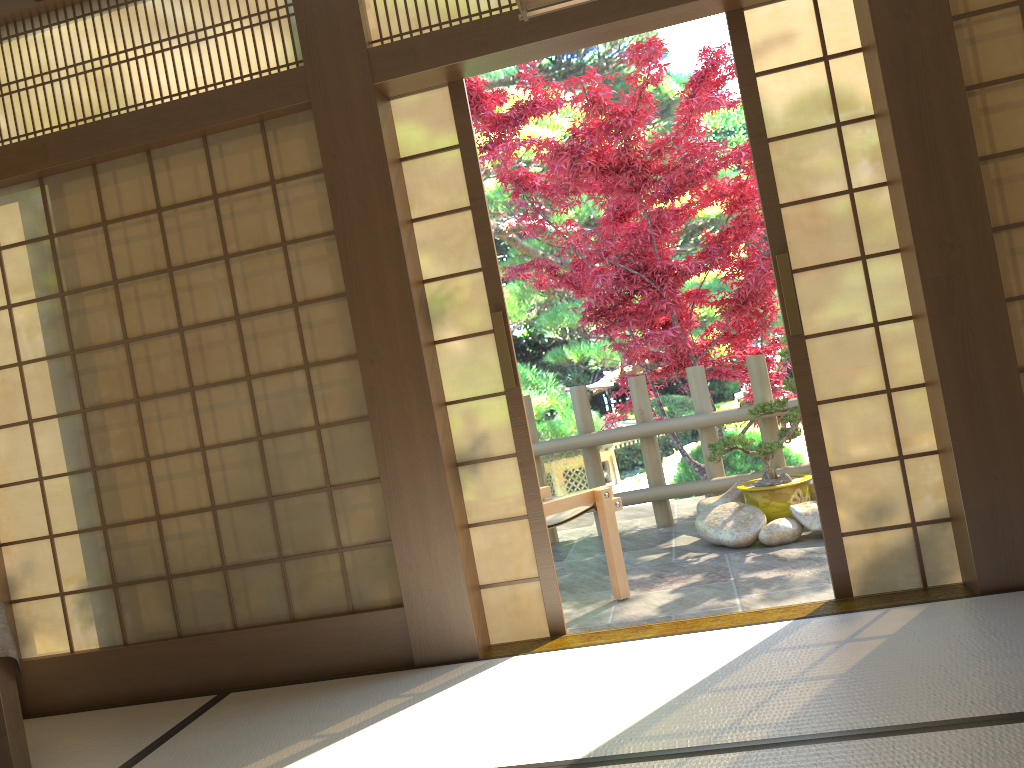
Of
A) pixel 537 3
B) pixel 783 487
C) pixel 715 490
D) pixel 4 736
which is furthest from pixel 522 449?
pixel 715 490

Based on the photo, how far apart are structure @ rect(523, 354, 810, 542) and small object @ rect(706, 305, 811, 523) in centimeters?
32cm

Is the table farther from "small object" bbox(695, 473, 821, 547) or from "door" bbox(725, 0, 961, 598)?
"small object" bbox(695, 473, 821, 547)

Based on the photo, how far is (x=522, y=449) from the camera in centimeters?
351cm

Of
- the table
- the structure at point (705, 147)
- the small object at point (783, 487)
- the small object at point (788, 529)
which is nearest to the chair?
the small object at point (788, 529)

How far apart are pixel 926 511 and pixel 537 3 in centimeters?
237cm

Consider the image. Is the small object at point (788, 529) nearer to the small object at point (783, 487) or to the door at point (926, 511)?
the small object at point (783, 487)

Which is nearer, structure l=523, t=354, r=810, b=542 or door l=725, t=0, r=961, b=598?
door l=725, t=0, r=961, b=598

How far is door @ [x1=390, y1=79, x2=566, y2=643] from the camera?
3.5 meters

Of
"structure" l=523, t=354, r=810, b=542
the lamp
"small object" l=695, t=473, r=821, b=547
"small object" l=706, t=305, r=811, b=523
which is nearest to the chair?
"small object" l=695, t=473, r=821, b=547
